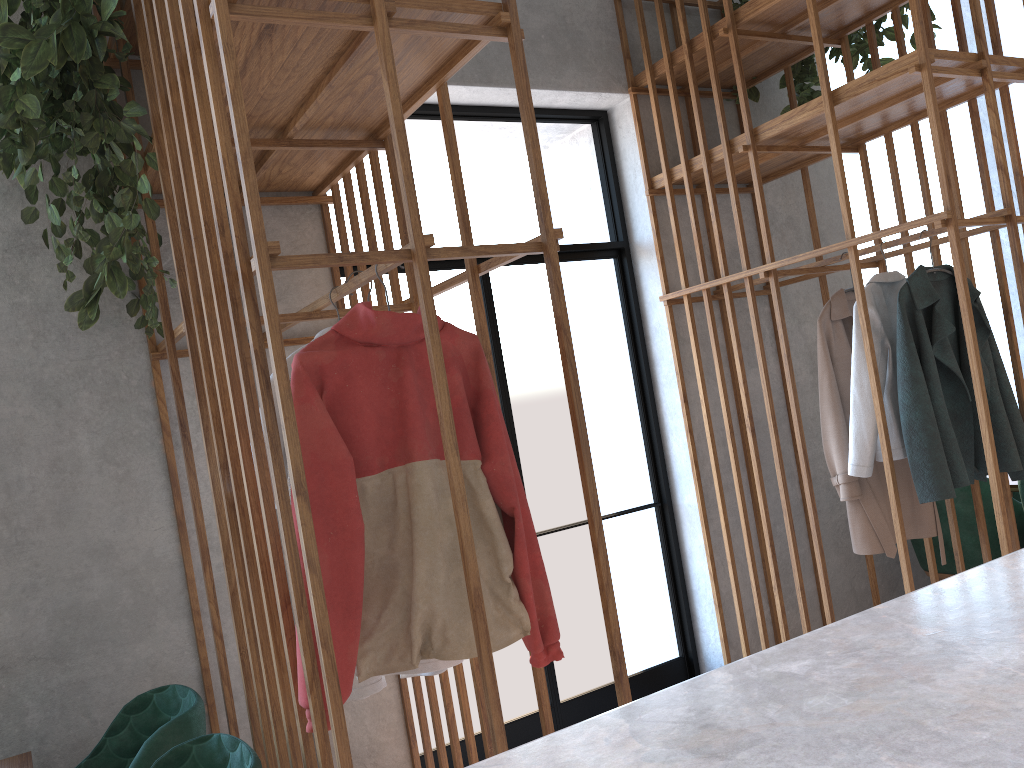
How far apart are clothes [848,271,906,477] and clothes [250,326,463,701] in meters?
1.6

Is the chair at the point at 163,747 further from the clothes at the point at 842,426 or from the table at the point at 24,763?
the clothes at the point at 842,426

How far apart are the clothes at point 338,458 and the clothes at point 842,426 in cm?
152

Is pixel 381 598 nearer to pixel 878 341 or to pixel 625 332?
pixel 878 341

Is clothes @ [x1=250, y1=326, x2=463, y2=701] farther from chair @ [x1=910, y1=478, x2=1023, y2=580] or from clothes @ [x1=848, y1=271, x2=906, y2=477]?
chair @ [x1=910, y1=478, x2=1023, y2=580]

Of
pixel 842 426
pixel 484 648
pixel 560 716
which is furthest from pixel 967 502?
pixel 484 648

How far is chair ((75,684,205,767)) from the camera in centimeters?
206cm

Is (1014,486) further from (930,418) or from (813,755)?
(813,755)

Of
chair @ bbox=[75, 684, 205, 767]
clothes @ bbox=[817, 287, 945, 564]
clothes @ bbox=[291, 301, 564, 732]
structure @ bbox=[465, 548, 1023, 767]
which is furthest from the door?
structure @ bbox=[465, 548, 1023, 767]

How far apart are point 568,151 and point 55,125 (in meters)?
2.49
